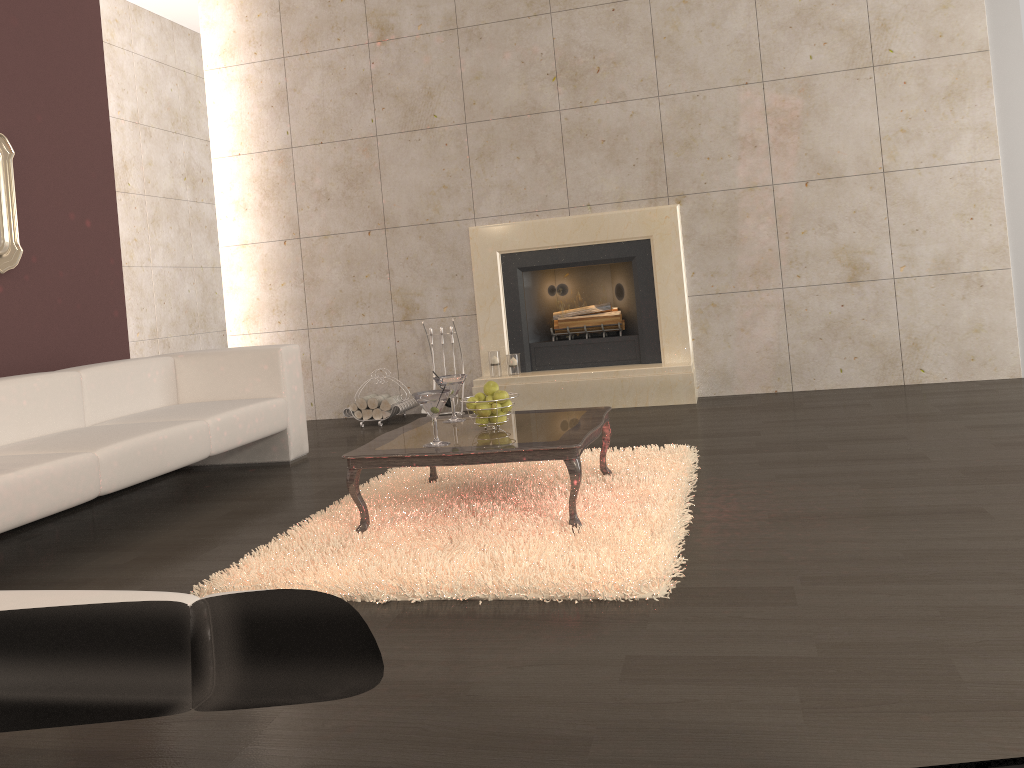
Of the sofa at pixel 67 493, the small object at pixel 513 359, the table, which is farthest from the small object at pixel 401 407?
the table

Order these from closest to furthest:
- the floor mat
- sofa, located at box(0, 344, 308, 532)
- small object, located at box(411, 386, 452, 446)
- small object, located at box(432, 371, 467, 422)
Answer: the floor mat, small object, located at box(411, 386, 452, 446), sofa, located at box(0, 344, 308, 532), small object, located at box(432, 371, 467, 422)

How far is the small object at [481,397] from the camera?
3.5m

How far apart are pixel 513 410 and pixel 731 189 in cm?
210

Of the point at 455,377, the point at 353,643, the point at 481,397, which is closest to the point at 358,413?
the point at 455,377

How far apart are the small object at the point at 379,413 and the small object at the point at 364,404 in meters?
0.1

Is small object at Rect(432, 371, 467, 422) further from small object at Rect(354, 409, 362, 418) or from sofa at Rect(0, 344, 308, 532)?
small object at Rect(354, 409, 362, 418)

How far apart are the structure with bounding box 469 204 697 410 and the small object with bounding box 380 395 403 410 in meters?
0.6 m

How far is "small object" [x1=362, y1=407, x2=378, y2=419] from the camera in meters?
6.2

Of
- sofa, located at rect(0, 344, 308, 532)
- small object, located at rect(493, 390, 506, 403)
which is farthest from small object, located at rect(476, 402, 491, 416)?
sofa, located at rect(0, 344, 308, 532)
